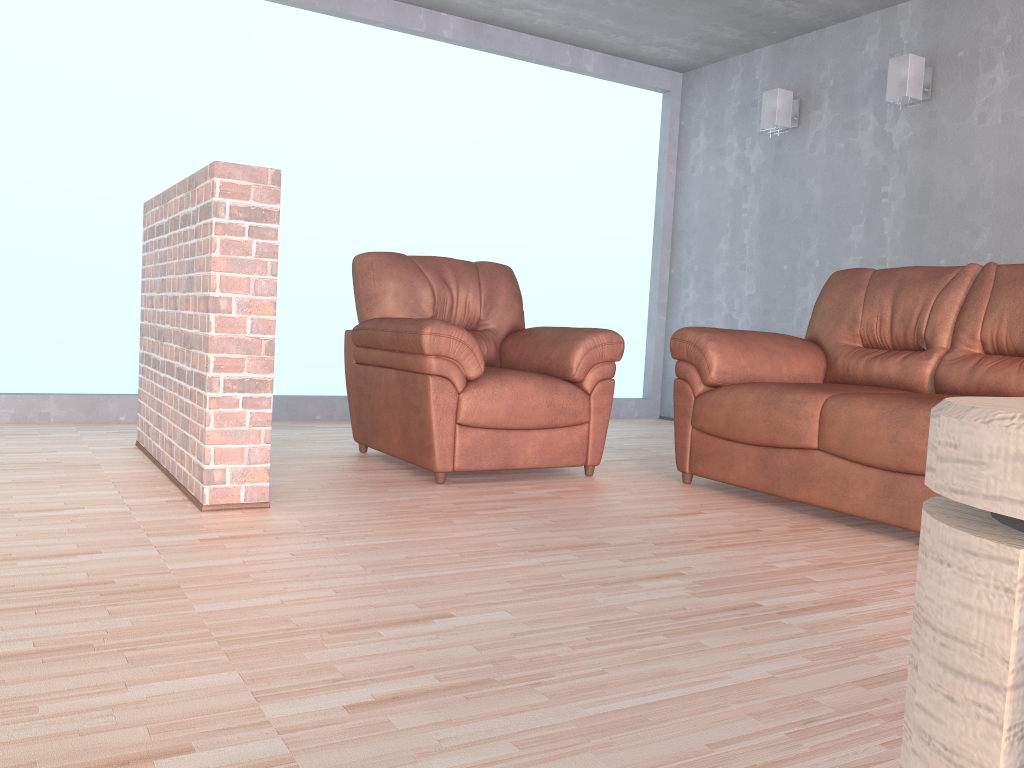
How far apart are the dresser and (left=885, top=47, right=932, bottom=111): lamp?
5.0 meters

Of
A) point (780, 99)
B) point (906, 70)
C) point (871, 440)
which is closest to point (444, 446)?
point (871, 440)

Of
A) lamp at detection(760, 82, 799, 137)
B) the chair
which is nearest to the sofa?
the chair

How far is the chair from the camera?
3.3m

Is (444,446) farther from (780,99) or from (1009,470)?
(780,99)

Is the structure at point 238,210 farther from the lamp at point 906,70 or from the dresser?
the lamp at point 906,70

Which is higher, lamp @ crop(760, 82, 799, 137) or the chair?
lamp @ crop(760, 82, 799, 137)

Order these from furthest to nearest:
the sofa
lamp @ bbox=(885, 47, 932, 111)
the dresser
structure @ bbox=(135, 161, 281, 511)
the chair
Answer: lamp @ bbox=(885, 47, 932, 111) → the chair → the sofa → structure @ bbox=(135, 161, 281, 511) → the dresser

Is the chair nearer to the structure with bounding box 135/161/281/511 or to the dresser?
the structure with bounding box 135/161/281/511

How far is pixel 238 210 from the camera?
2.68m
